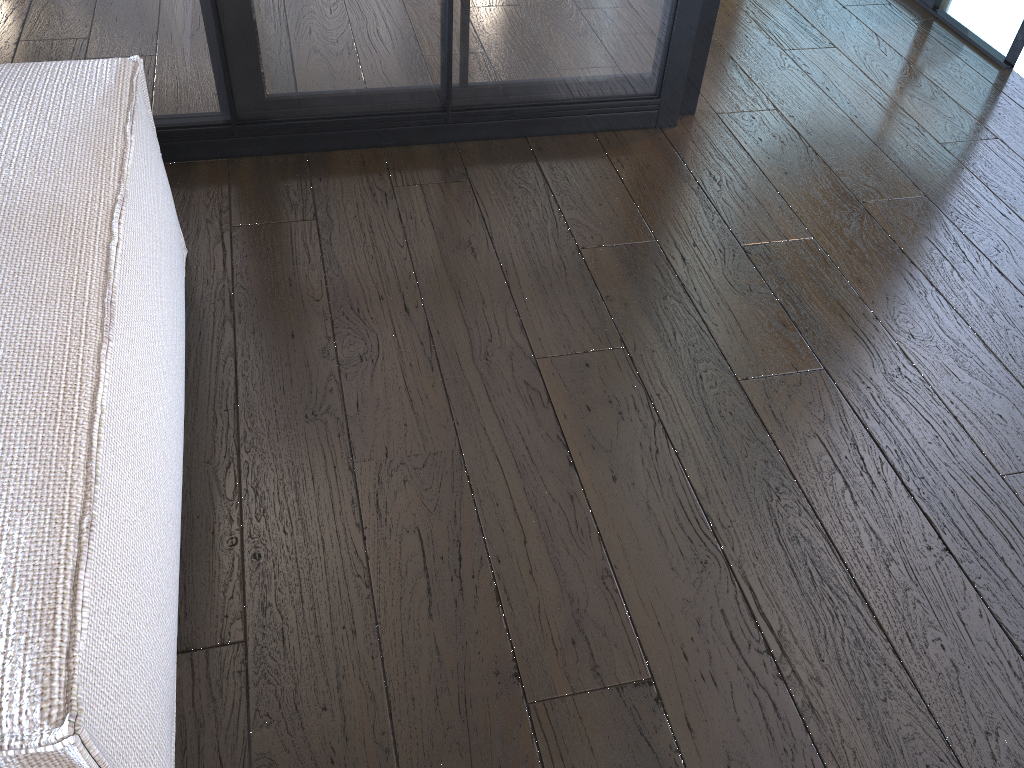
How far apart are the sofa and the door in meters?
2.0

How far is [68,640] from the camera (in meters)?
0.65

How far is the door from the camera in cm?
224

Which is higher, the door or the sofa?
the sofa

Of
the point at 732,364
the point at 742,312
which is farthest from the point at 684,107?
the point at 732,364

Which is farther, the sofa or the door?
the door

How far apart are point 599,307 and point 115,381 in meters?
0.8

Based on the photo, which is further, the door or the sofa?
the door

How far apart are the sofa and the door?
2.0 meters

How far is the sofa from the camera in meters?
0.6 m
